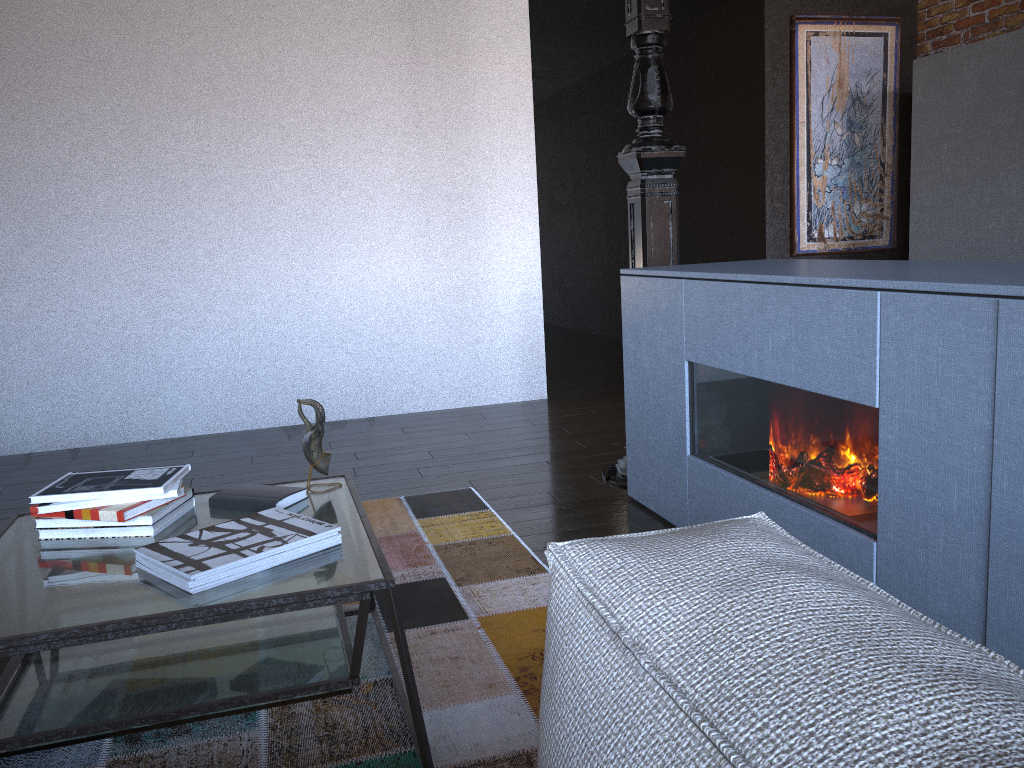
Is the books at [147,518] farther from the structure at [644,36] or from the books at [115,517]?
the structure at [644,36]

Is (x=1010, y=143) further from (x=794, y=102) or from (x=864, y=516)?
(x=864, y=516)

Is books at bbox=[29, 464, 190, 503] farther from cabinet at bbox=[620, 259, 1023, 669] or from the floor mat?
cabinet at bbox=[620, 259, 1023, 669]

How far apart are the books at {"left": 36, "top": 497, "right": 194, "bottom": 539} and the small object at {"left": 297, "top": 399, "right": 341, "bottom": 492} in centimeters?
27cm

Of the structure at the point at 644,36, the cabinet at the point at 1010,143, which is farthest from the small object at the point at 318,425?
the cabinet at the point at 1010,143

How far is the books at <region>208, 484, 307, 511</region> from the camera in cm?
193

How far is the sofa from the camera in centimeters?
55cm

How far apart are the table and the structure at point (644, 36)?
1.4m

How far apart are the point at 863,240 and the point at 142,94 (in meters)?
4.40

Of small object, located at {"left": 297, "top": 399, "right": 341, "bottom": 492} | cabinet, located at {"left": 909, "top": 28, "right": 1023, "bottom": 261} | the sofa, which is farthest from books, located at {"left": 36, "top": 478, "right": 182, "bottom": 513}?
cabinet, located at {"left": 909, "top": 28, "right": 1023, "bottom": 261}
